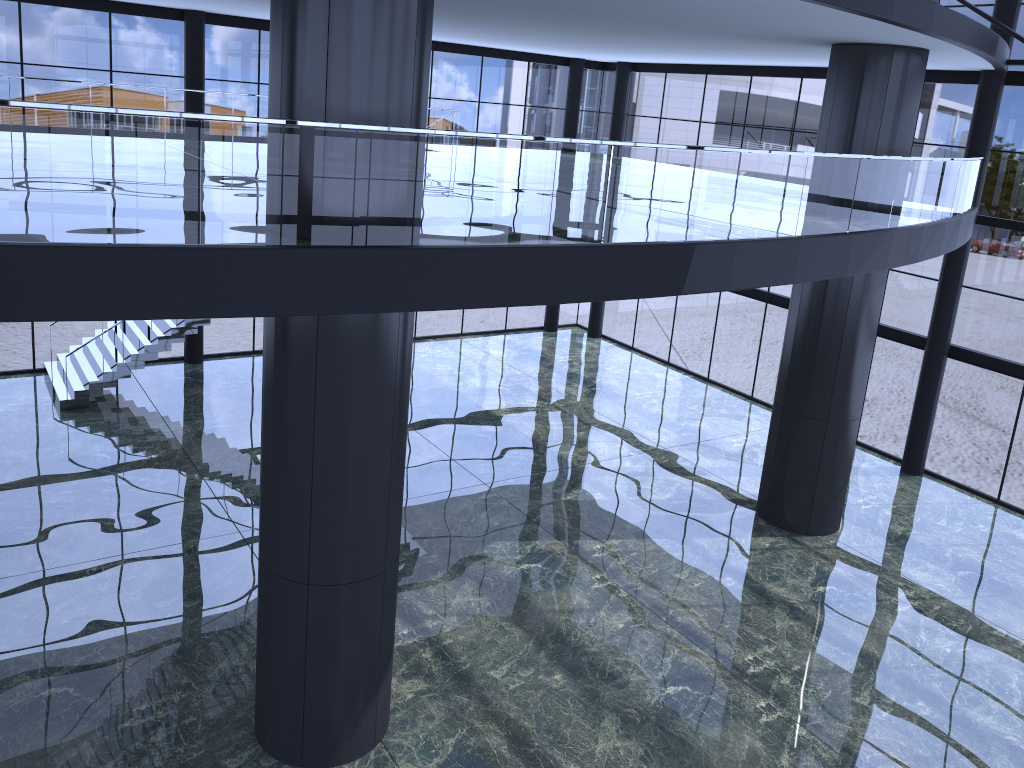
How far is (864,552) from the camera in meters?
16.8

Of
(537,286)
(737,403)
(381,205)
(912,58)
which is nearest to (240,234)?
(381,205)
